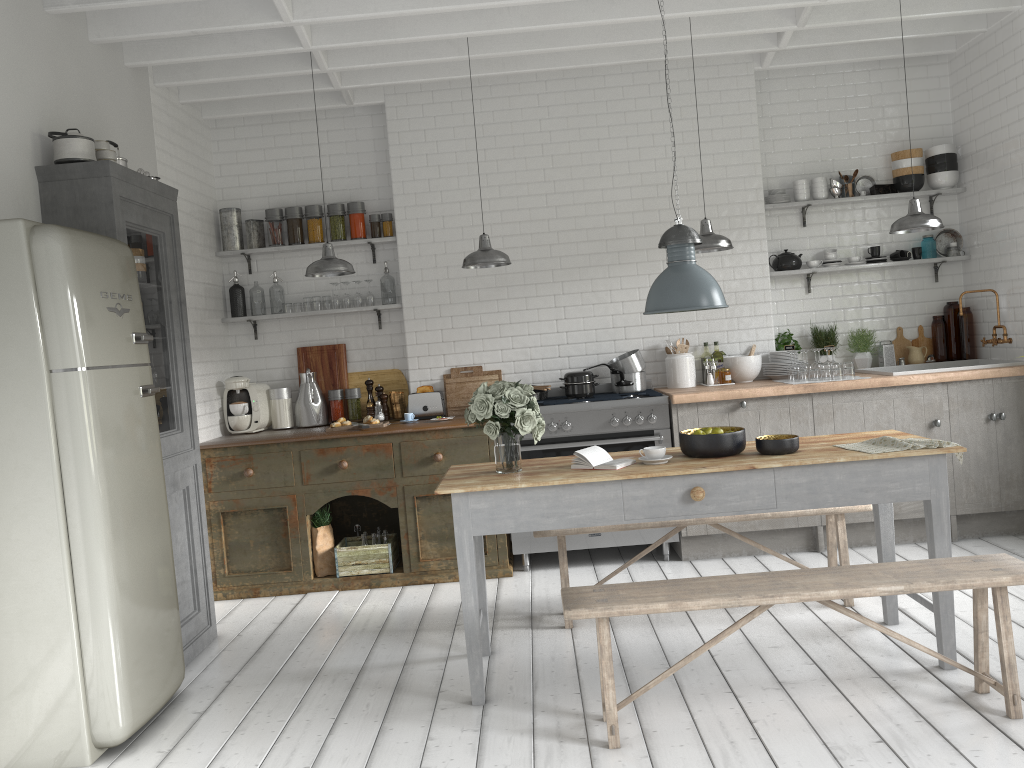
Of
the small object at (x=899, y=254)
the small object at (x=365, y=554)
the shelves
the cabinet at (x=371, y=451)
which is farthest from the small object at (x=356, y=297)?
the small object at (x=899, y=254)

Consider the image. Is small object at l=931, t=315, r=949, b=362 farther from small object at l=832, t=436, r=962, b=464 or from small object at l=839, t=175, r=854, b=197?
small object at l=832, t=436, r=962, b=464

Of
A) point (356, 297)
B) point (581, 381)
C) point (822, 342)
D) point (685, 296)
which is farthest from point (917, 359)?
point (356, 297)

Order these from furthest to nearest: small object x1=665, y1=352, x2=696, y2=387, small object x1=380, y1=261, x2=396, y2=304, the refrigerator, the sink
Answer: small object x1=380, y1=261, x2=396, y2=304 < small object x1=665, y1=352, x2=696, y2=387 < the sink < the refrigerator

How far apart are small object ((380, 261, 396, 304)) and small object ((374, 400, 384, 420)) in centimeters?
94cm

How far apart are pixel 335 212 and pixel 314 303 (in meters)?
0.83

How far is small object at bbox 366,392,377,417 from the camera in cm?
775

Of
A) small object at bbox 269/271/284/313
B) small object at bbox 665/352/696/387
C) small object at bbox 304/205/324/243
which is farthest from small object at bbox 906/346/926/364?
small object at bbox 269/271/284/313

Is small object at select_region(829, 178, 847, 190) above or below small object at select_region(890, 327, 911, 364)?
above

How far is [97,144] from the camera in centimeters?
547cm
